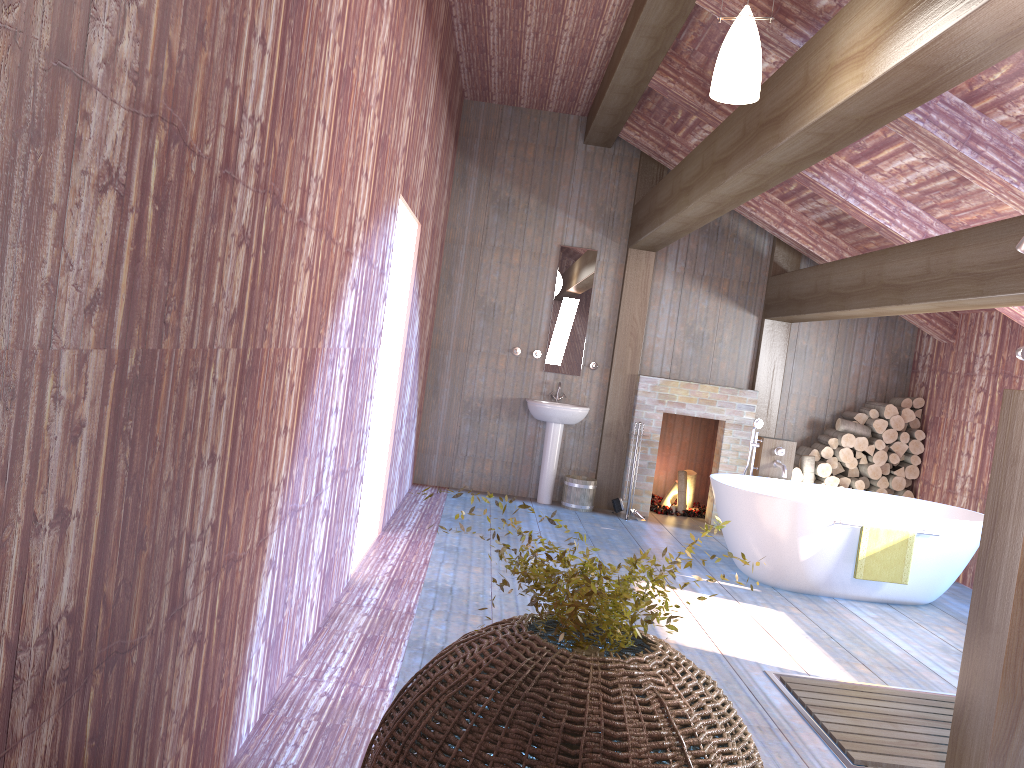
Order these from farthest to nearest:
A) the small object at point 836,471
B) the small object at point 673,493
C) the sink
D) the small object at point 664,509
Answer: the small object at point 673,493 → the small object at point 664,509 → the small object at point 836,471 → the sink

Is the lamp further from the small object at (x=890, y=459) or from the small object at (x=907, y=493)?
the small object at (x=907, y=493)

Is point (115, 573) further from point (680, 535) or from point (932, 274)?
point (680, 535)

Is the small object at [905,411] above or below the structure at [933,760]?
above

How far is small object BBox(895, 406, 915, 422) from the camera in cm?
803

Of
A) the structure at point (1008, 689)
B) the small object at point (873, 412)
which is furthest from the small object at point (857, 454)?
the structure at point (1008, 689)

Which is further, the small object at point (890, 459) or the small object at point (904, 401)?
the small object at point (904, 401)

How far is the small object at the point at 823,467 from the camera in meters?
8.0 m

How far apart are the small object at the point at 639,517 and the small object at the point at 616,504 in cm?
14

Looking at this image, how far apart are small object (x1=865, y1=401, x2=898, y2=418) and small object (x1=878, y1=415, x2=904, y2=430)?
0.0m
